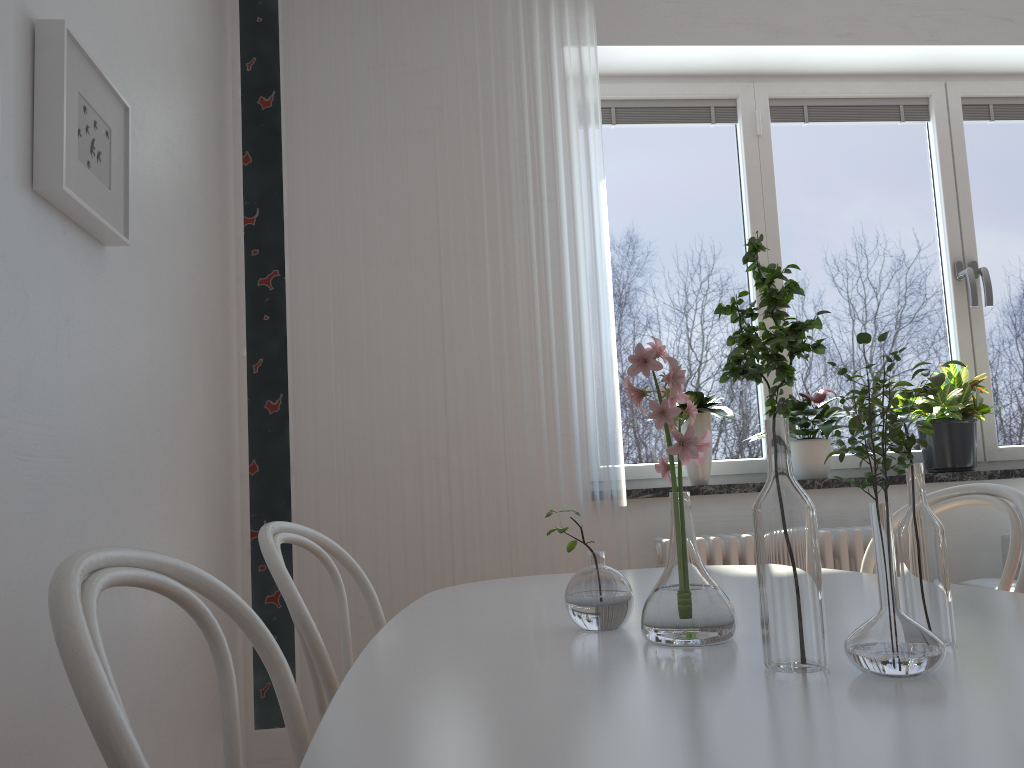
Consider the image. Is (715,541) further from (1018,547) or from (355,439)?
(1018,547)

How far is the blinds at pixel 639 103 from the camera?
3.3 meters

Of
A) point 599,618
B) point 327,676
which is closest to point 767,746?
point 599,618

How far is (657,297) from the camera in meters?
3.2

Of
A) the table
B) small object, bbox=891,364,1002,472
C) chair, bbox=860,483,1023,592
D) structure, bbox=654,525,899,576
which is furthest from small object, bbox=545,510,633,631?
small object, bbox=891,364,1002,472

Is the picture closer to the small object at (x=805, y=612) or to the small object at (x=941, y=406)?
the small object at (x=805, y=612)

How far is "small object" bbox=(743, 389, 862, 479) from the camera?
3.0m

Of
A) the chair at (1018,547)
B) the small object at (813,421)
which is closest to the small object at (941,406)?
the small object at (813,421)

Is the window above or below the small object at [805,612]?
above

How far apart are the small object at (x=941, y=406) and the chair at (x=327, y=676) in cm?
216
